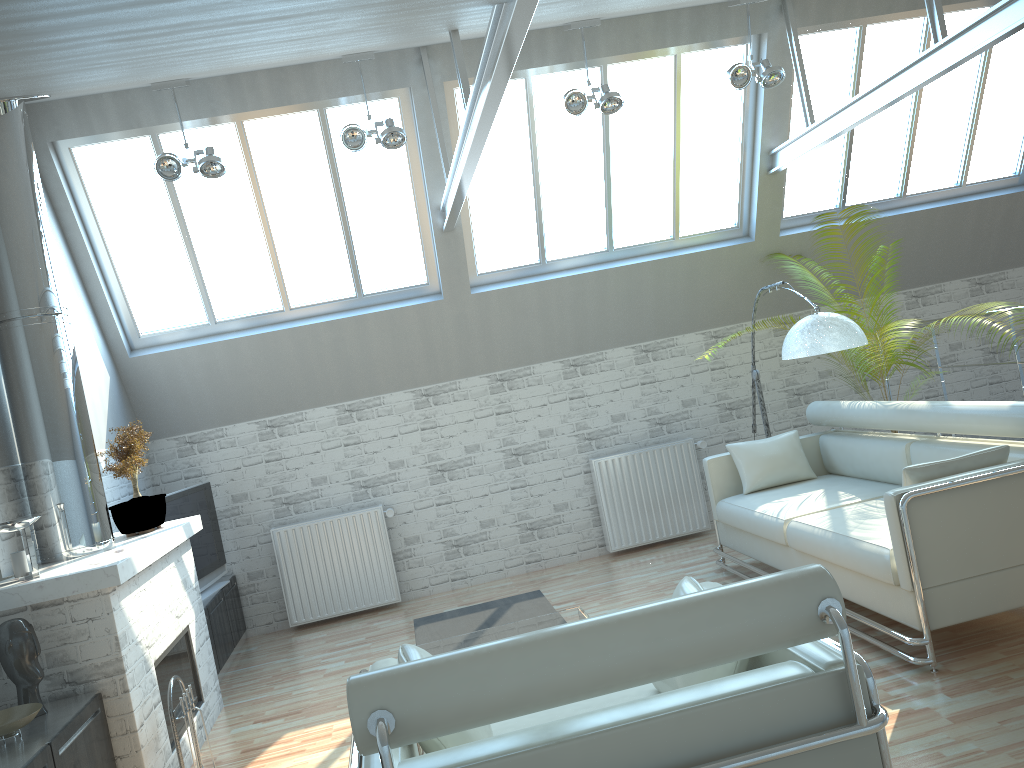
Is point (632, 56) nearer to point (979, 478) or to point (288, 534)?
point (979, 478)

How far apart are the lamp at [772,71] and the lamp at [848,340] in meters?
3.3

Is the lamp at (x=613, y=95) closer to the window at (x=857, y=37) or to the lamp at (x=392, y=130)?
the lamp at (x=392, y=130)

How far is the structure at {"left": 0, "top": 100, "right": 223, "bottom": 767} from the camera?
7.5 meters

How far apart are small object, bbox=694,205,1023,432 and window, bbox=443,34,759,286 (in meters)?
3.00

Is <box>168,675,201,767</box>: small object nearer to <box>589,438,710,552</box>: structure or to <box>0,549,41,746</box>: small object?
<box>0,549,41,746</box>: small object

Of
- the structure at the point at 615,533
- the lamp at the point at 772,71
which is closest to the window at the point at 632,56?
the lamp at the point at 772,71

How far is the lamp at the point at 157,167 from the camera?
10.52m

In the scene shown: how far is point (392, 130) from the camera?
10.8m

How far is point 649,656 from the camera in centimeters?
400cm
